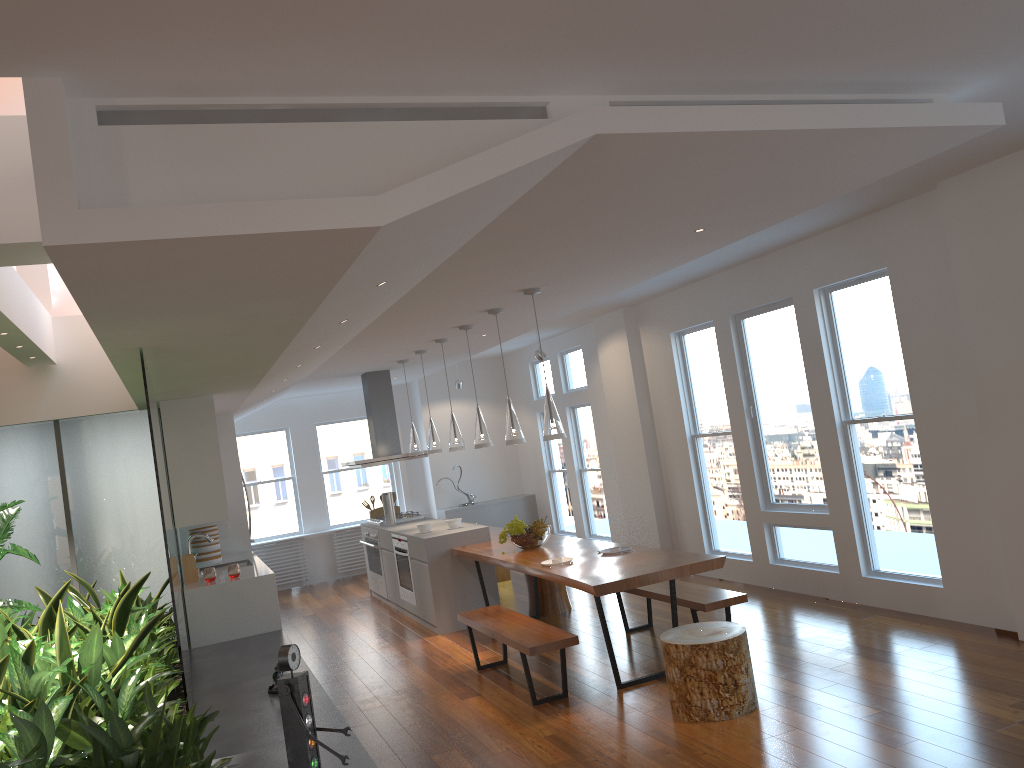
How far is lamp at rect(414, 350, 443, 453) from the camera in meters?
8.4 m

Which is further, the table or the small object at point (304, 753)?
the table

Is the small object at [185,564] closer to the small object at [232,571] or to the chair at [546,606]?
the small object at [232,571]

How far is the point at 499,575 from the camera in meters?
9.8 m

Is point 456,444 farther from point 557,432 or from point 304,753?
point 304,753

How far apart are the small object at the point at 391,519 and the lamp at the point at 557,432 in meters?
4.1 m

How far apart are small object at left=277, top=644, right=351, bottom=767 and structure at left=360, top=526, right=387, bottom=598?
6.0m

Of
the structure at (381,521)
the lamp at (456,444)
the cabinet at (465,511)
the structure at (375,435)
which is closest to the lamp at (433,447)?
the lamp at (456,444)

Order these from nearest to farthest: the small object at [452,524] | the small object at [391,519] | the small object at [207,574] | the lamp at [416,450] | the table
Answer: the table
the small object at [207,574]
the small object at [452,524]
the lamp at [416,450]
the small object at [391,519]

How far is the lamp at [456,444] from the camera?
7.7m
